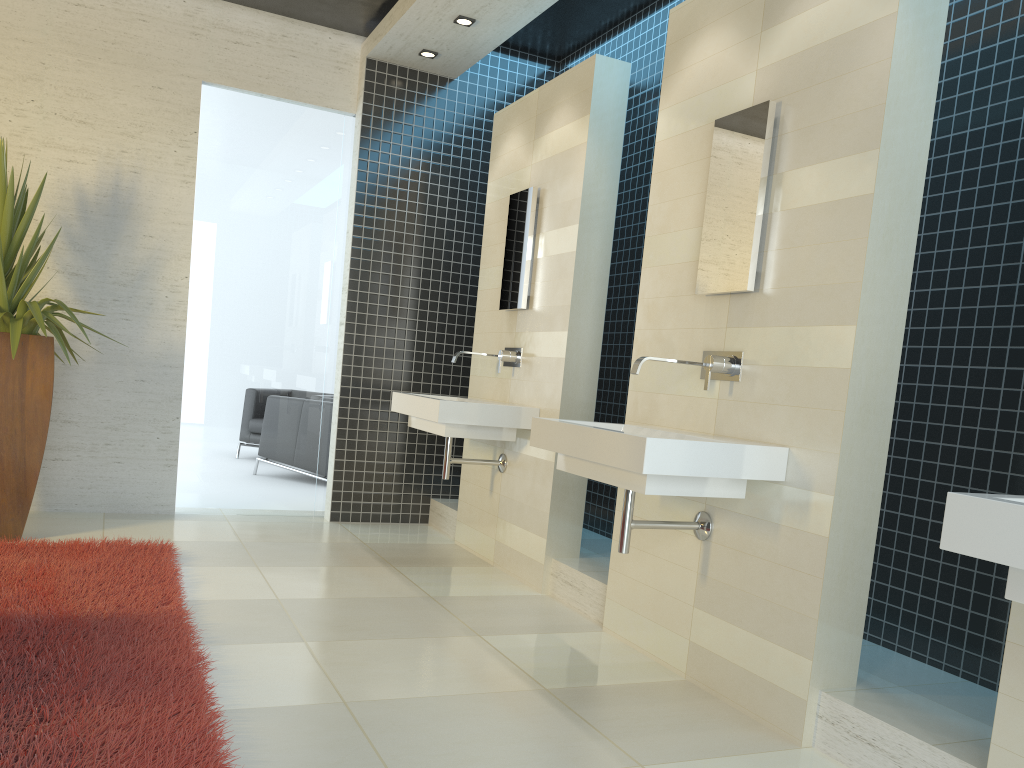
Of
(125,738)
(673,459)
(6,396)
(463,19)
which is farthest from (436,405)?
(125,738)

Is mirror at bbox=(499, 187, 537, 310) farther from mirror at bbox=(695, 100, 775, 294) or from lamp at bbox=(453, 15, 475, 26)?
mirror at bbox=(695, 100, 775, 294)

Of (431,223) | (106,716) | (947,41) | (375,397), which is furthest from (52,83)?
(947,41)

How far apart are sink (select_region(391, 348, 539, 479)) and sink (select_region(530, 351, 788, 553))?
A: 1.1m

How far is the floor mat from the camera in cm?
227

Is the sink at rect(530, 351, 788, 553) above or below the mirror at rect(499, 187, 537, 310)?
below

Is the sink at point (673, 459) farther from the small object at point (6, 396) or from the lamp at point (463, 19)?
the lamp at point (463, 19)

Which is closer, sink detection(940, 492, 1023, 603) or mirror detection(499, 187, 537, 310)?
sink detection(940, 492, 1023, 603)

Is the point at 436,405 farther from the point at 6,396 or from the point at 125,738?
the point at 125,738

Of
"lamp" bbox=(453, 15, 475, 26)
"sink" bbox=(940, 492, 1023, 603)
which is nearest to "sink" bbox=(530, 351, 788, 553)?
"sink" bbox=(940, 492, 1023, 603)
